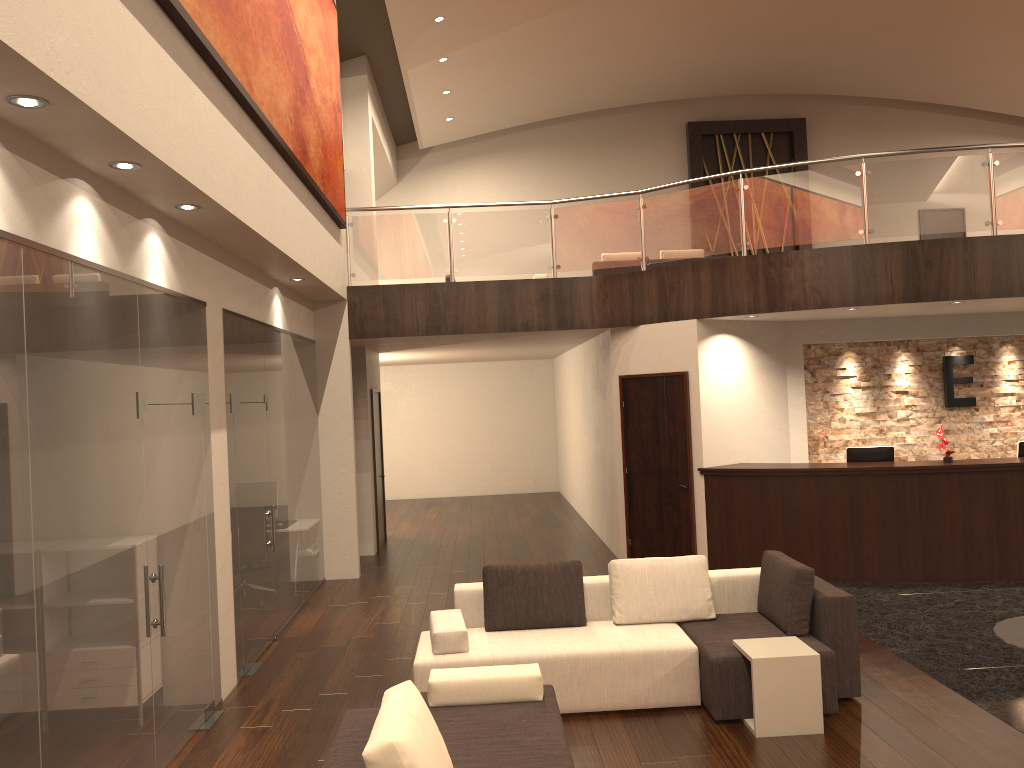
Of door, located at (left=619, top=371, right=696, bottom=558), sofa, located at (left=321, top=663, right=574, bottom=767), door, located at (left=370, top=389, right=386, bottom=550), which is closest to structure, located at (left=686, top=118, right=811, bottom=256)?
door, located at (left=370, top=389, right=386, bottom=550)

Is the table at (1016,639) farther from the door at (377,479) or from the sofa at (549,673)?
the door at (377,479)

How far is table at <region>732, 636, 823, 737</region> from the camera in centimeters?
514cm

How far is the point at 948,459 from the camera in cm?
903

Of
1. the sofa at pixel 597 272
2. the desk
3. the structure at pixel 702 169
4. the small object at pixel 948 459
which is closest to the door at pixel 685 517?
the desk

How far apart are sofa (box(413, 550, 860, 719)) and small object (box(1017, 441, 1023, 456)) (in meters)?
4.67

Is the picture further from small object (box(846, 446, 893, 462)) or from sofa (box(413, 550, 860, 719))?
small object (box(846, 446, 893, 462))

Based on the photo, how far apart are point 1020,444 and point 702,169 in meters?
10.8

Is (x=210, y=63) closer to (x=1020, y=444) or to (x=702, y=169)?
(x=1020, y=444)

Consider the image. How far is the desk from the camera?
8.8 meters
